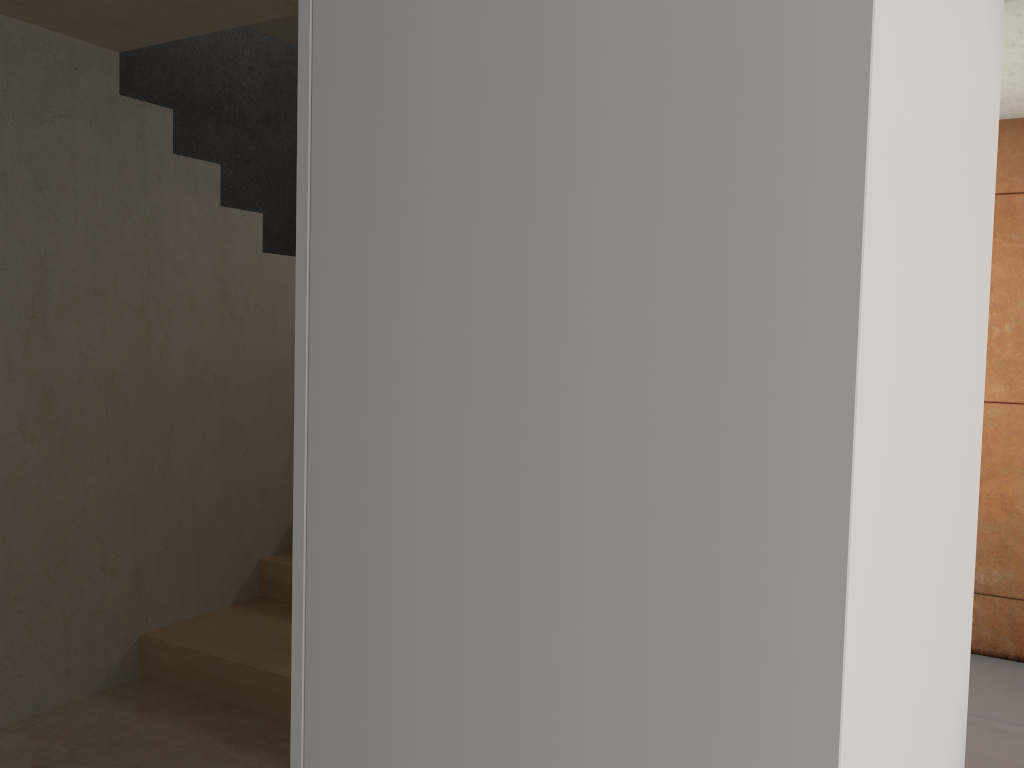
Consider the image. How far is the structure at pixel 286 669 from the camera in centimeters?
331cm

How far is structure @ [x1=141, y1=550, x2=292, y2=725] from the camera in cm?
331

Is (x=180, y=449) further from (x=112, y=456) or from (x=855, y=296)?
(x=855, y=296)

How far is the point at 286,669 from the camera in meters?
3.3 m
